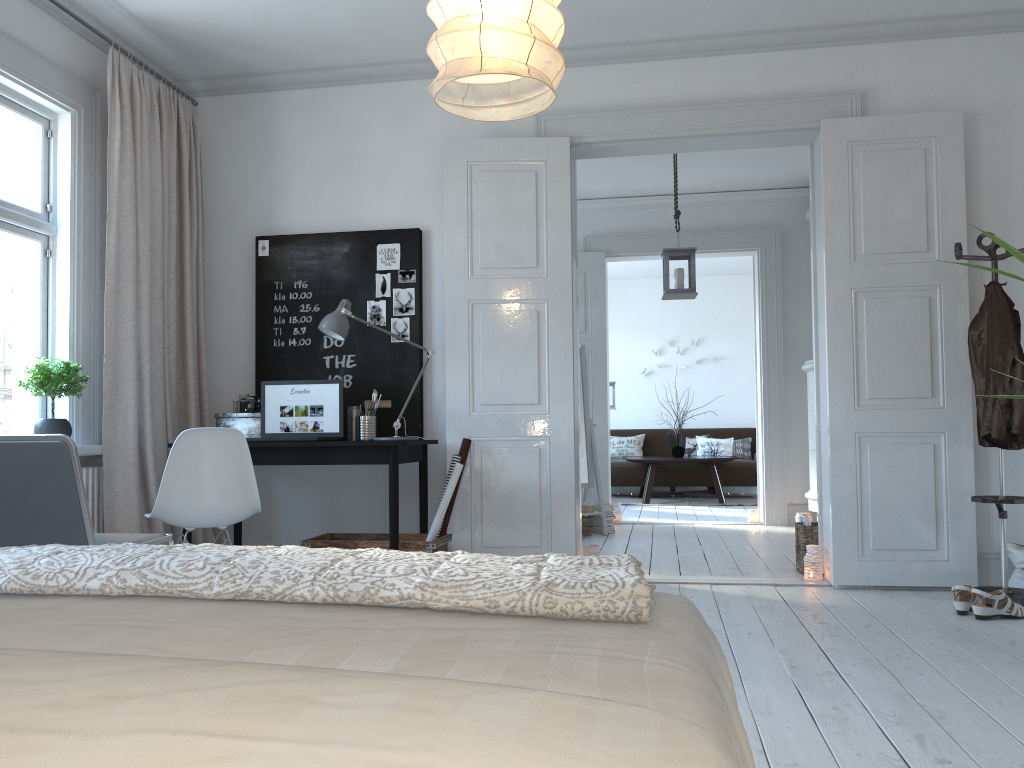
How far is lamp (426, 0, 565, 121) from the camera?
2.0m

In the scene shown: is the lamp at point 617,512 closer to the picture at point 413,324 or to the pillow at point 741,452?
the picture at point 413,324

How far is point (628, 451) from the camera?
11.1m

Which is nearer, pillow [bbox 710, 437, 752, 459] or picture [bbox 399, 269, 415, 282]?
picture [bbox 399, 269, 415, 282]

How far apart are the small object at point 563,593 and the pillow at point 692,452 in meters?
9.8 m

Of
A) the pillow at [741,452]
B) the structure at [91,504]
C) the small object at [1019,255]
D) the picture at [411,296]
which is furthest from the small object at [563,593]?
the pillow at [741,452]

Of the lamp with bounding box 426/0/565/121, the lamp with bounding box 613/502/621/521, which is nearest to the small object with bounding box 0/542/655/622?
the lamp with bounding box 426/0/565/121

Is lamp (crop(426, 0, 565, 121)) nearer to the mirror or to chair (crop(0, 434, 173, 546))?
chair (crop(0, 434, 173, 546))

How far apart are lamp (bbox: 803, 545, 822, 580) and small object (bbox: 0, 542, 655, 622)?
3.5 meters

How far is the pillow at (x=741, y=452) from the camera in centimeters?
1087cm
